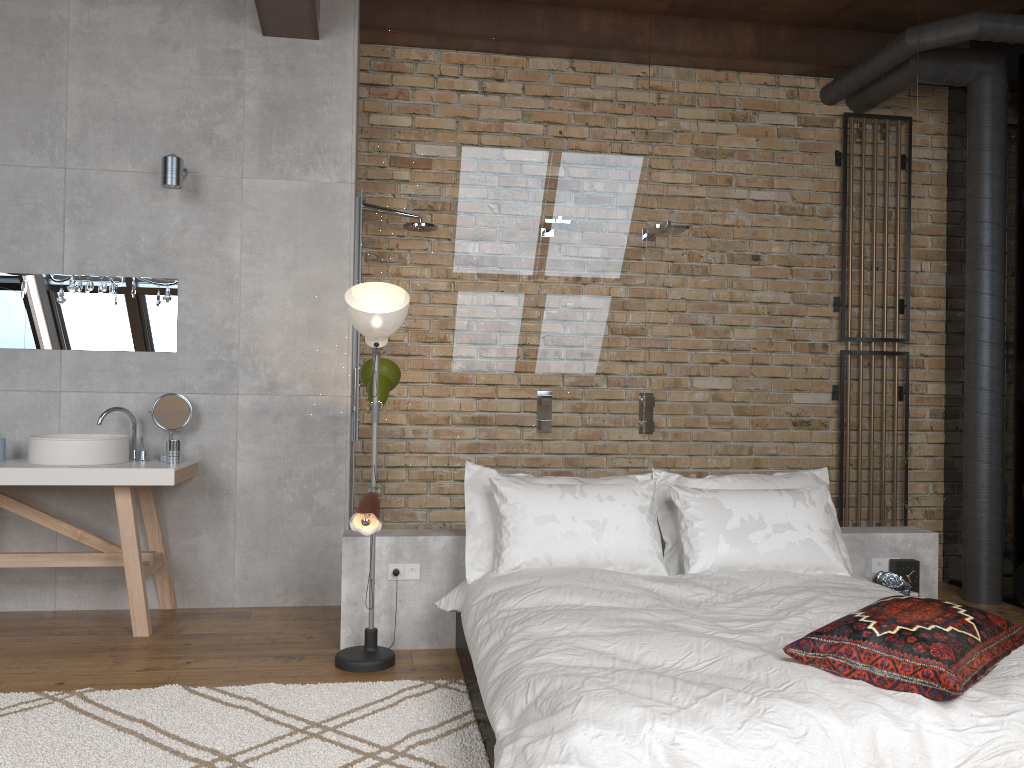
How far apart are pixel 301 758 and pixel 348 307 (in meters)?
1.65

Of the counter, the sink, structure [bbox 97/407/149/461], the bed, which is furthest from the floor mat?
structure [bbox 97/407/149/461]

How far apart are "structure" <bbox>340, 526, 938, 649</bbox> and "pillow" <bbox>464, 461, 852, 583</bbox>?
0.2m

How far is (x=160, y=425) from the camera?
4.43m

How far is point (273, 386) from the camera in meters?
4.6 m

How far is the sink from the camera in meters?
A: 4.0 m

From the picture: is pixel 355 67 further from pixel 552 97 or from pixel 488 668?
pixel 488 668

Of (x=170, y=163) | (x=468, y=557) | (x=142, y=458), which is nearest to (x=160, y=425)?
(x=142, y=458)

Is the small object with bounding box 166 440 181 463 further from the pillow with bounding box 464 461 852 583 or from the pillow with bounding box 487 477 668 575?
the pillow with bounding box 487 477 668 575

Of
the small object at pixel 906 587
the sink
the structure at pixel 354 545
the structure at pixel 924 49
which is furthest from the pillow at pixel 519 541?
the structure at pixel 924 49
